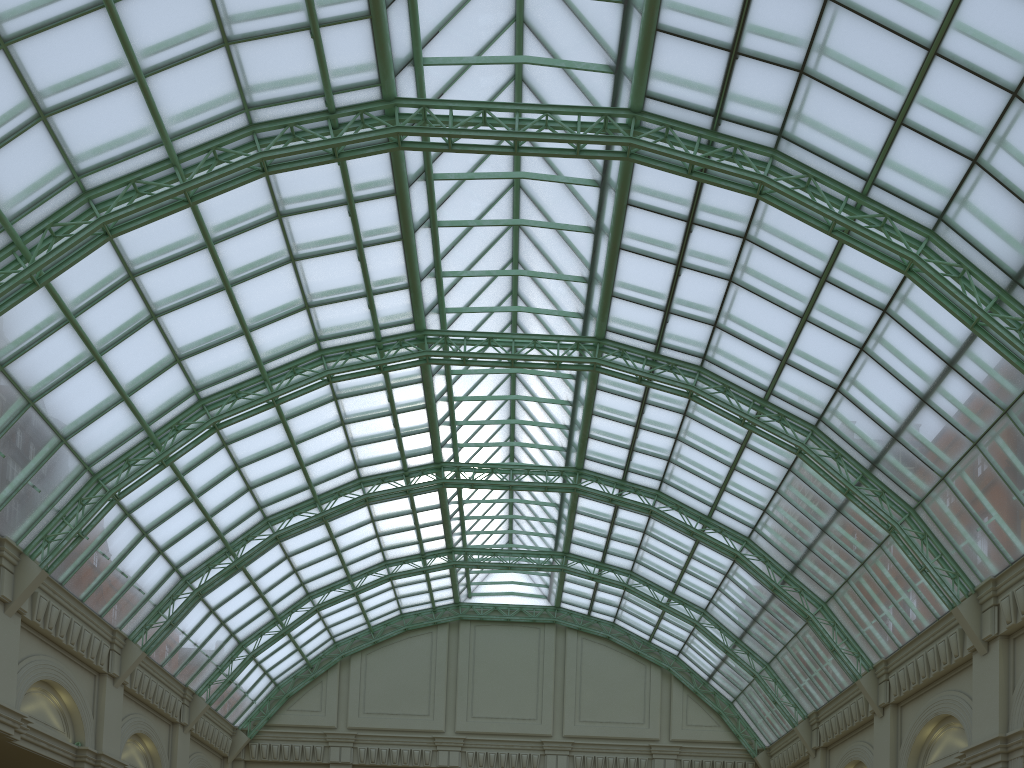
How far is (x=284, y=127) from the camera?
29.68m

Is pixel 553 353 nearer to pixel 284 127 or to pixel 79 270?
pixel 284 127
